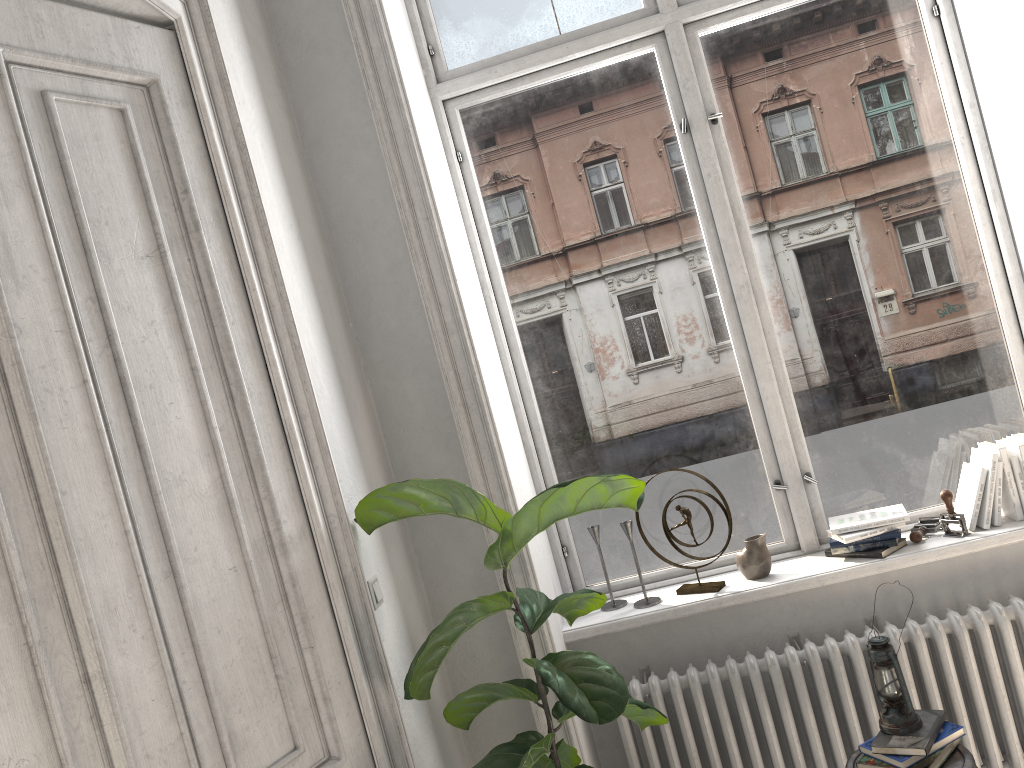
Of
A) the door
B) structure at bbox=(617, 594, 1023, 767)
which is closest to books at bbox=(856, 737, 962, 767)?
structure at bbox=(617, 594, 1023, 767)

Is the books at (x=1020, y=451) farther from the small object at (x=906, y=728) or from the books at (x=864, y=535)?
the small object at (x=906, y=728)

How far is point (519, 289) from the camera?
3.2 meters

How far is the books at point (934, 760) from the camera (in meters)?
2.32

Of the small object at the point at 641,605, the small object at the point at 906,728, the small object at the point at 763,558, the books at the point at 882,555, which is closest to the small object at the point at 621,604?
the small object at the point at 641,605

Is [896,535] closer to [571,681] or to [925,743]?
[925,743]

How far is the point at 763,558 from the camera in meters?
2.9

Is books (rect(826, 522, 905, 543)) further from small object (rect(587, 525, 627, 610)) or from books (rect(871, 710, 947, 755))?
small object (rect(587, 525, 627, 610))

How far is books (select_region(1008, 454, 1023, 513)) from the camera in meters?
2.8 m

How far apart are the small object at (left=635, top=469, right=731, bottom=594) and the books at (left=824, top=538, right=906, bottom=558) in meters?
0.4
